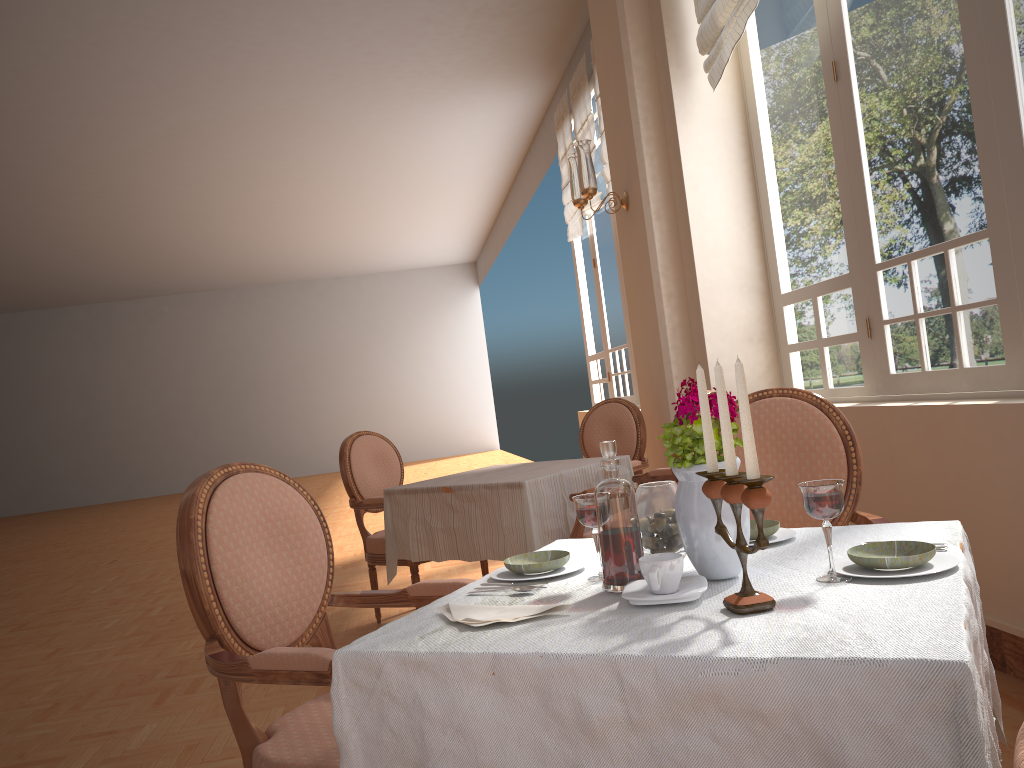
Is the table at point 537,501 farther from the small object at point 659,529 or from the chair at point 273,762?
the small object at point 659,529

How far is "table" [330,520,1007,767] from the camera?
0.9m

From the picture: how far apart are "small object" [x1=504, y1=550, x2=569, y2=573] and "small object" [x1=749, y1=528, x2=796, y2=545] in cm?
36

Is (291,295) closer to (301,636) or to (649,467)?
(649,467)

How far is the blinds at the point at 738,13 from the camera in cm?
373

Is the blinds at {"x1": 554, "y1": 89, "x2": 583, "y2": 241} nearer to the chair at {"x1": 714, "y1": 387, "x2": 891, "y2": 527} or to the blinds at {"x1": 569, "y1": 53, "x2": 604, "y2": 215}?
the blinds at {"x1": 569, "y1": 53, "x2": 604, "y2": 215}

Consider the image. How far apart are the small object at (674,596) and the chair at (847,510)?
0.9 meters

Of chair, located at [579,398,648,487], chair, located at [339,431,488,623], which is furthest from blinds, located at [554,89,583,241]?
chair, located at [339,431,488,623]

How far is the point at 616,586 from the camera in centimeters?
131cm

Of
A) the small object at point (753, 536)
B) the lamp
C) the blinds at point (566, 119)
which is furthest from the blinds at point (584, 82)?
the small object at point (753, 536)
